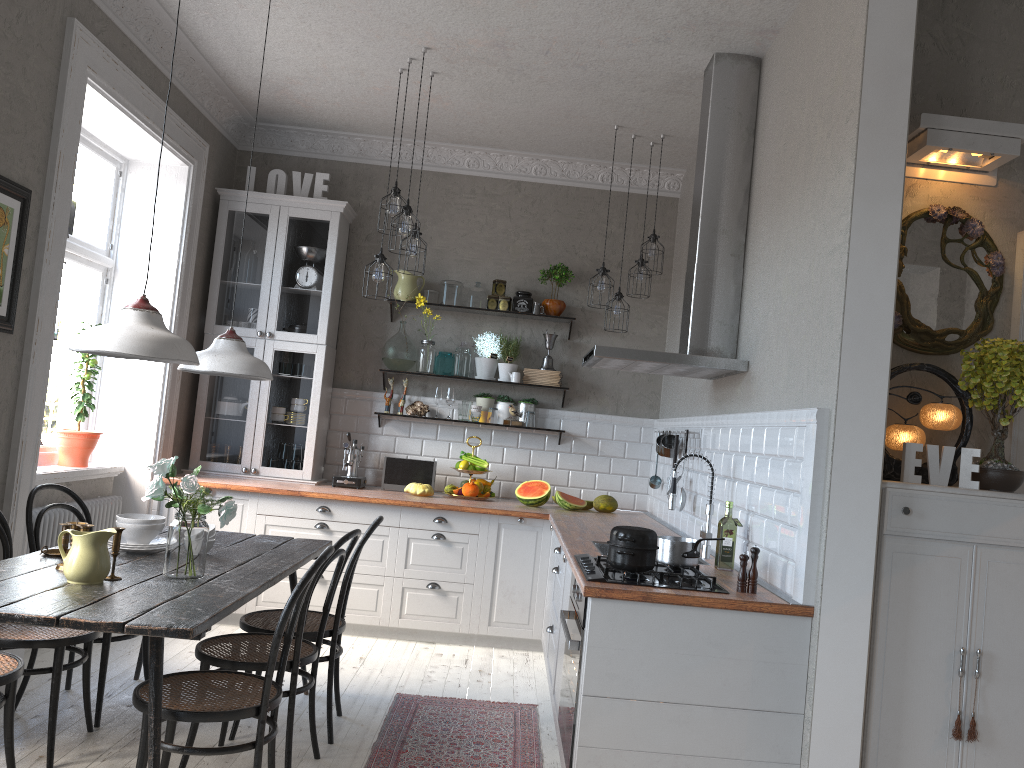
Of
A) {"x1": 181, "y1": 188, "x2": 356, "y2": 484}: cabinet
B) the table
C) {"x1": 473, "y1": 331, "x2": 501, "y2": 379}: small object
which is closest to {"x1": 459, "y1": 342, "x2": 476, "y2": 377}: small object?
{"x1": 473, "y1": 331, "x2": 501, "y2": 379}: small object

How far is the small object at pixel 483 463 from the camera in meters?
5.9 m

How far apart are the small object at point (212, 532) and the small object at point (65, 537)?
0.5 meters

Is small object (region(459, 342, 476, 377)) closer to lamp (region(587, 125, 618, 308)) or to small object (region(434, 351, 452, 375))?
small object (region(434, 351, 452, 375))

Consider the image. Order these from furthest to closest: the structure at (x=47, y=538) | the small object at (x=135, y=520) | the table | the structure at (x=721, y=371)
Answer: the structure at (x=47, y=538) < the structure at (x=721, y=371) < the small object at (x=135, y=520) < the table

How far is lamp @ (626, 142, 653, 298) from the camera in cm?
569

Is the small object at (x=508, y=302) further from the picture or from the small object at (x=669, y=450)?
the picture

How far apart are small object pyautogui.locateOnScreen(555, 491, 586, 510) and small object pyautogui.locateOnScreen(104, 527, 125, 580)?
3.21m

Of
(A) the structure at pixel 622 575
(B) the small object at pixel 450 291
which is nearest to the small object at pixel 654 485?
(B) the small object at pixel 450 291

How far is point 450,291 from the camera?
6.2 meters
